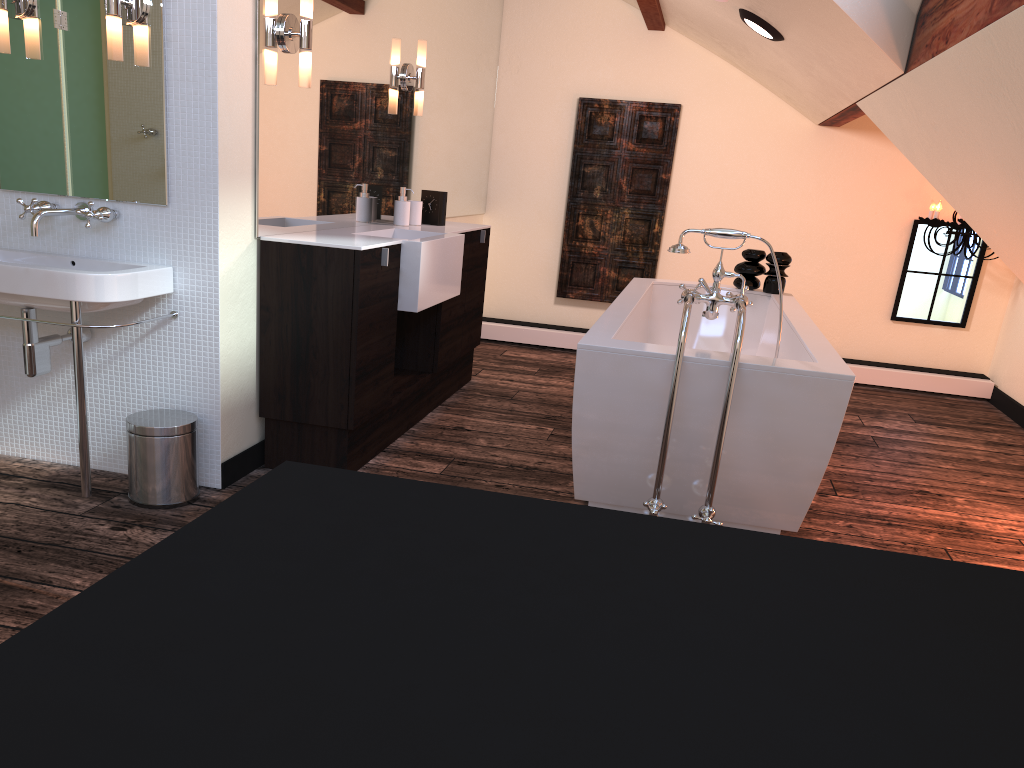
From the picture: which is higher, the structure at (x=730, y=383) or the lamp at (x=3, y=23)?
the lamp at (x=3, y=23)

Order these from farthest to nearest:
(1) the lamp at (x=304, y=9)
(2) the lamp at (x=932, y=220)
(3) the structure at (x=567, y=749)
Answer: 1. (2) the lamp at (x=932, y=220)
2. (1) the lamp at (x=304, y=9)
3. (3) the structure at (x=567, y=749)

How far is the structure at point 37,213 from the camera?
2.67m

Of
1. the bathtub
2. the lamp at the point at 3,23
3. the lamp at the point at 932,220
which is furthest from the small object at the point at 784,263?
the lamp at the point at 3,23

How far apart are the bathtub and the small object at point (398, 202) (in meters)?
1.07

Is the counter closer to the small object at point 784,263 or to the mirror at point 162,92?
the mirror at point 162,92

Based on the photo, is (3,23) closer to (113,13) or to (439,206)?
(113,13)

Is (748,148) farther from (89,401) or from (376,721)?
(376,721)

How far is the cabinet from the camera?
3.0 meters

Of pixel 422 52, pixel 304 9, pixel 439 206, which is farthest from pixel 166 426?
pixel 422 52
